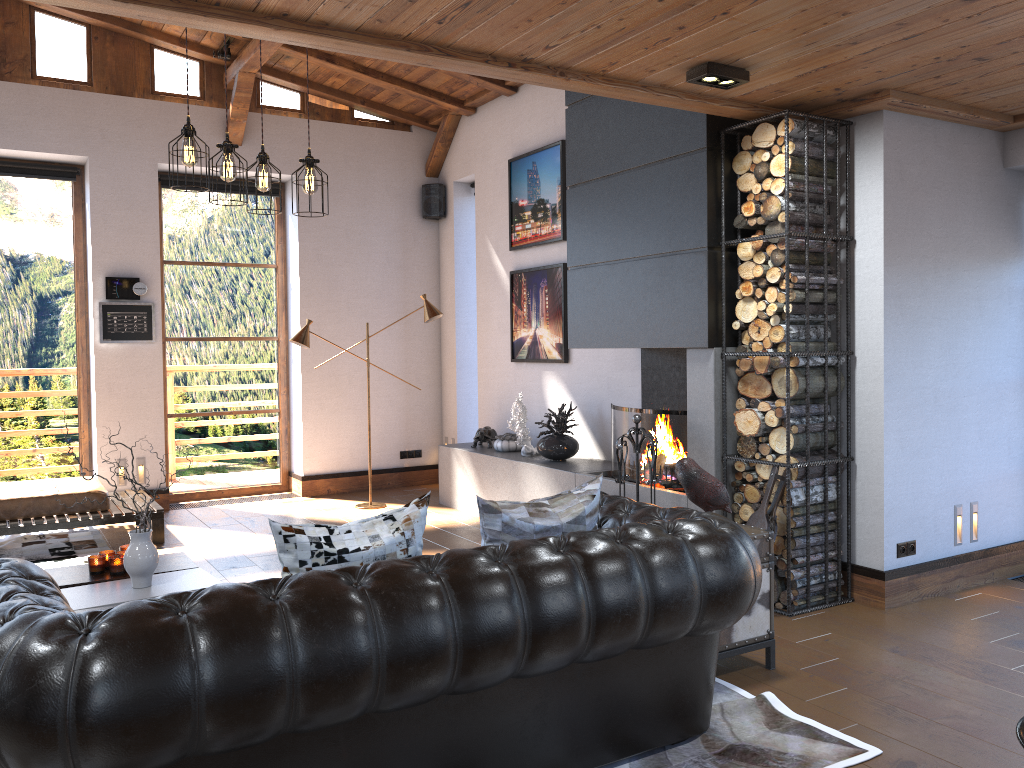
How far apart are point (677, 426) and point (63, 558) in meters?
4.3 m

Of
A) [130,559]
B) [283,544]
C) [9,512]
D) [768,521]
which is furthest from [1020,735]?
[9,512]

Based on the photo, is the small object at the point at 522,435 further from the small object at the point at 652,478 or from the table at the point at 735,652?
the table at the point at 735,652

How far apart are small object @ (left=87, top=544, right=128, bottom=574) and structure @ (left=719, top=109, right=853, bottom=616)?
3.2 meters

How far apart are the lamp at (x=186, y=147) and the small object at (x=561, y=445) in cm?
283

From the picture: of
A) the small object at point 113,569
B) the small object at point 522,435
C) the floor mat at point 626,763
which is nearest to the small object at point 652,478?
the floor mat at point 626,763

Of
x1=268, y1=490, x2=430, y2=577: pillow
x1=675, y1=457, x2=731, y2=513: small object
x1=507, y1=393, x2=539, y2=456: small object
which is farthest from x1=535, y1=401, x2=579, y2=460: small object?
x1=268, y1=490, x2=430, y2=577: pillow

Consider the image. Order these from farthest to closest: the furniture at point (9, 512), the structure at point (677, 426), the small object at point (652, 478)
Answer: the furniture at point (9, 512)
the structure at point (677, 426)
the small object at point (652, 478)

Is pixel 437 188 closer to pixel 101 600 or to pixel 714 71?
pixel 714 71

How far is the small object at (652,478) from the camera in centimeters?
512cm
